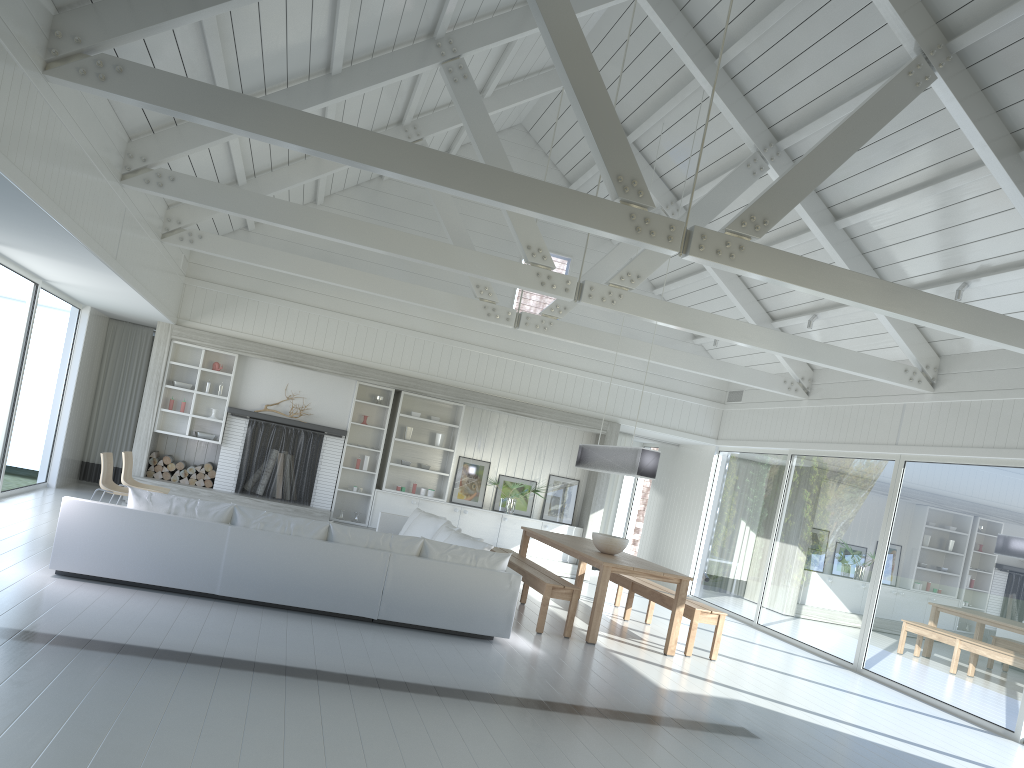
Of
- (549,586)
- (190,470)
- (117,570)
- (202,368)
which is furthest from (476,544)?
(202,368)

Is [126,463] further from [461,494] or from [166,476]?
[461,494]

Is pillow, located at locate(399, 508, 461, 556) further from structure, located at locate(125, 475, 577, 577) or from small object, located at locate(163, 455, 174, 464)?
small object, located at locate(163, 455, 174, 464)

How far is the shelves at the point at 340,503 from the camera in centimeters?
1266cm

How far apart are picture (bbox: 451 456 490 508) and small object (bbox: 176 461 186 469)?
3.8 meters

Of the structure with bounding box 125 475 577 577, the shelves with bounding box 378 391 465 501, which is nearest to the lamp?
the shelves with bounding box 378 391 465 501

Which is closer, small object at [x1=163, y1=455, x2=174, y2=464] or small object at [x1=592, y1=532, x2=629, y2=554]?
small object at [x1=592, y1=532, x2=629, y2=554]

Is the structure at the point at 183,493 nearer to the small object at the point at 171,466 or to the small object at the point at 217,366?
the small object at the point at 171,466

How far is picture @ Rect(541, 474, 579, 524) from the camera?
13.3 meters

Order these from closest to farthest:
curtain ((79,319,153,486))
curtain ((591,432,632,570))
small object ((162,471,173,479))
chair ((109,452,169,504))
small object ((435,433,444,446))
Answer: chair ((109,452,169,504)) < small object ((162,471,173,479)) < curtain ((79,319,153,486)) < small object ((435,433,444,446)) < curtain ((591,432,632,570))
